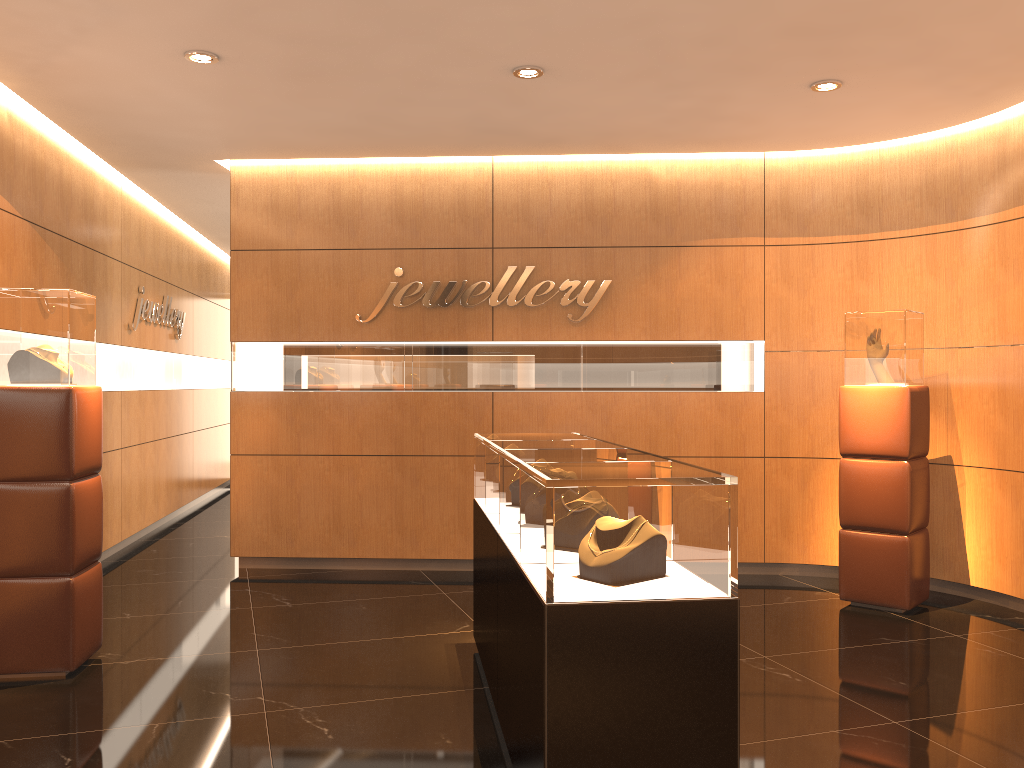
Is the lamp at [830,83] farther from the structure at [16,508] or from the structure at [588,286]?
the structure at [16,508]

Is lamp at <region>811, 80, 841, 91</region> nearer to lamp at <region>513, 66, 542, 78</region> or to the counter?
lamp at <region>513, 66, 542, 78</region>

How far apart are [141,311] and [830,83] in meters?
6.4 m

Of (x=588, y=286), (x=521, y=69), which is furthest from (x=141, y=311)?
(x=521, y=69)

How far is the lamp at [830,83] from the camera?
5.27m

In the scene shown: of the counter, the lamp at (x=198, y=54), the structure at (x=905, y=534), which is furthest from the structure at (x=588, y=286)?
the lamp at (x=198, y=54)

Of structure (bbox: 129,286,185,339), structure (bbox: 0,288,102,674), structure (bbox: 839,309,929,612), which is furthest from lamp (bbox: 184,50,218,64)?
structure (bbox: 839,309,929,612)

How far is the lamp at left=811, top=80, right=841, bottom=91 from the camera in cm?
527

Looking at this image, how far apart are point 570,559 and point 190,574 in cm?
524

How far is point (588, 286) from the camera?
6.99m
